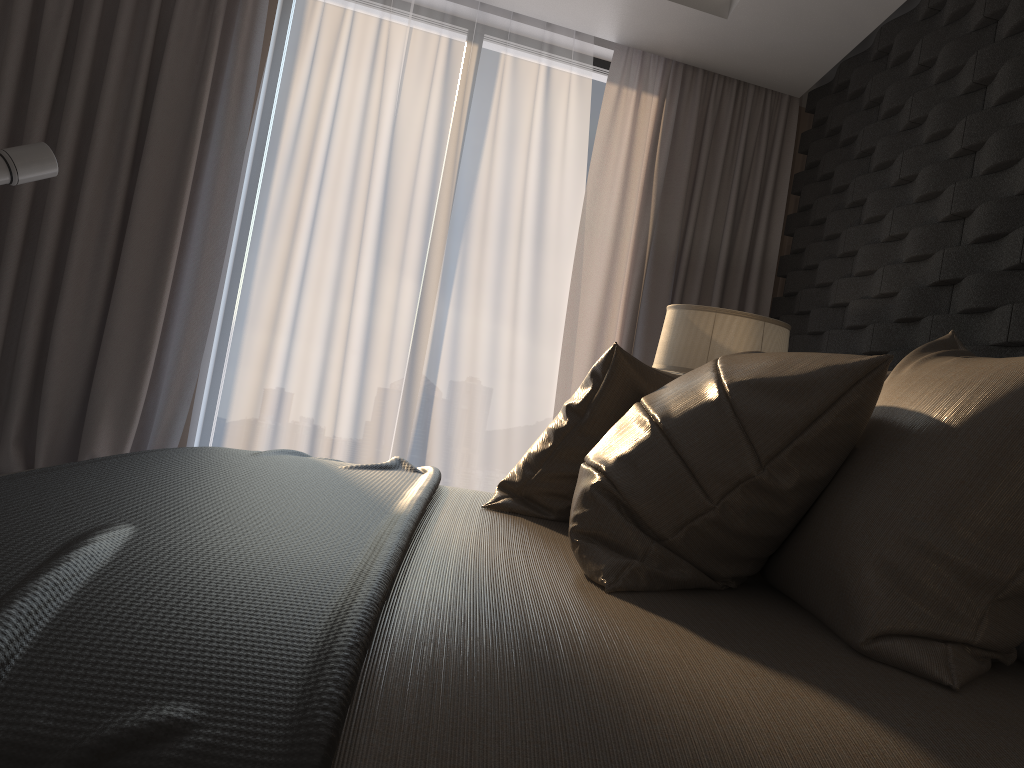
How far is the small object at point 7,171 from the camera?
3.0 meters

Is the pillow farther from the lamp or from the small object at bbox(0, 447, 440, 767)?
the lamp

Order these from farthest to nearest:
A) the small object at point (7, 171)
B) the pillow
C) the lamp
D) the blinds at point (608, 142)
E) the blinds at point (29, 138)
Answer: the blinds at point (608, 142) → the blinds at point (29, 138) → the small object at point (7, 171) → the lamp → the pillow

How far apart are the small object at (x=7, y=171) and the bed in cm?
208

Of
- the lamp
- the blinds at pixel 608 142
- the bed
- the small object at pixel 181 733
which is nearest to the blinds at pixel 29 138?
the blinds at pixel 608 142

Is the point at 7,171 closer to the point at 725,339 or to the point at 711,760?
the point at 725,339

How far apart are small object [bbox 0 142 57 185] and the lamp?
2.21m

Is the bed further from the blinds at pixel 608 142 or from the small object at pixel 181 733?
the blinds at pixel 608 142

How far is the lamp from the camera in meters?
2.8 m

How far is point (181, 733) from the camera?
0.67m
